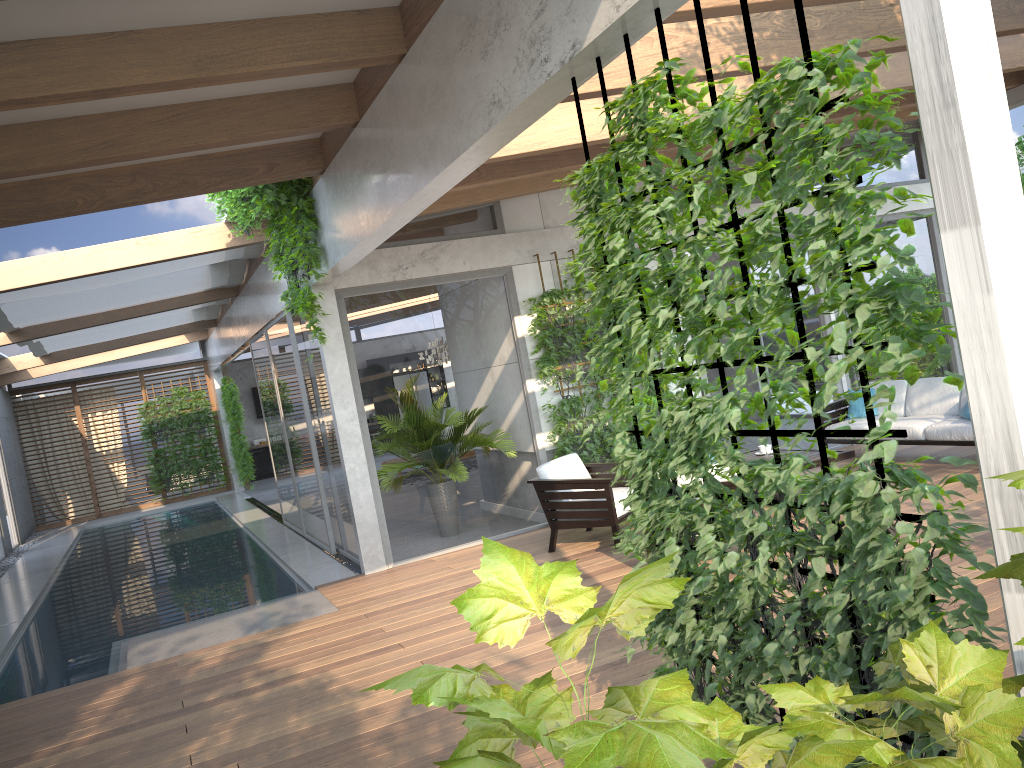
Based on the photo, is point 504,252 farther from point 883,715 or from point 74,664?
point 883,715

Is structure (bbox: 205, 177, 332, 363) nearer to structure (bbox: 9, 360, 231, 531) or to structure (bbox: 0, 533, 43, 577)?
structure (bbox: 0, 533, 43, 577)

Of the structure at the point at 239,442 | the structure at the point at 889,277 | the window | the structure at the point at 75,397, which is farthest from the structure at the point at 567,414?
the structure at the point at 75,397

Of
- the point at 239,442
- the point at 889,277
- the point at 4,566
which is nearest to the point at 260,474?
the point at 239,442

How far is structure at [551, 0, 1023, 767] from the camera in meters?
2.2

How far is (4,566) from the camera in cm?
1392

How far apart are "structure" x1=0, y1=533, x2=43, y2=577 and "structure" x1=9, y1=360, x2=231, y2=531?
2.01m

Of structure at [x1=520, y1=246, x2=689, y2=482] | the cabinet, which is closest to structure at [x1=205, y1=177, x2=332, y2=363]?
structure at [x1=520, y1=246, x2=689, y2=482]

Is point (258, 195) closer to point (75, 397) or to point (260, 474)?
point (75, 397)

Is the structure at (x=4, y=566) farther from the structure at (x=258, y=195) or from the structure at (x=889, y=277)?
the structure at (x=889, y=277)
